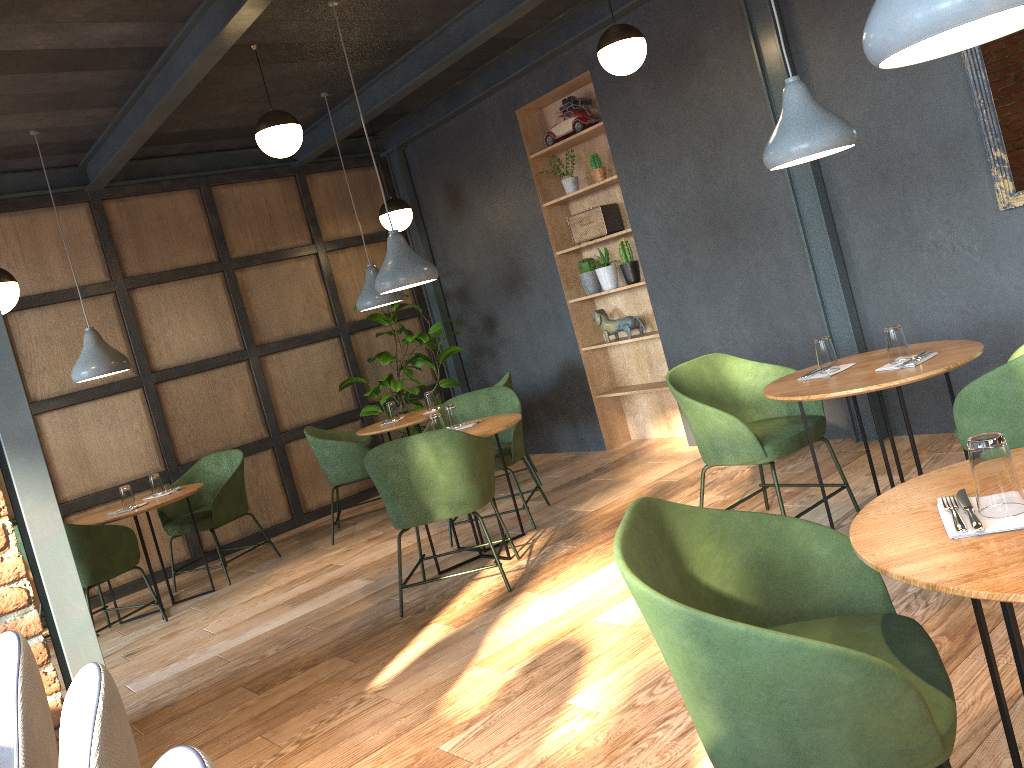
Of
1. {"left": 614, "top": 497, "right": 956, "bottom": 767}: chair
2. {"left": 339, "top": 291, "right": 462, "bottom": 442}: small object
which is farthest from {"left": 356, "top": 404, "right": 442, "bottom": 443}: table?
{"left": 614, "top": 497, "right": 956, "bottom": 767}: chair

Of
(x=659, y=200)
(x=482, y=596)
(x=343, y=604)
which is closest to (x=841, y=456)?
(x=659, y=200)

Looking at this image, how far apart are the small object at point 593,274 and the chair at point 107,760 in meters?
5.4 m

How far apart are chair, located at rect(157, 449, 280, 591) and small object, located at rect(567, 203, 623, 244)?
2.9 meters

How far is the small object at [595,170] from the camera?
6.32m

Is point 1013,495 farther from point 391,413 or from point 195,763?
point 391,413

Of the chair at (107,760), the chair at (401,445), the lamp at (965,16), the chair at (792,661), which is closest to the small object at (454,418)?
the chair at (401,445)

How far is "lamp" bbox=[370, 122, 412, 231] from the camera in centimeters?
696cm

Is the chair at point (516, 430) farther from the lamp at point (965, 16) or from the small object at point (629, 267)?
the lamp at point (965, 16)

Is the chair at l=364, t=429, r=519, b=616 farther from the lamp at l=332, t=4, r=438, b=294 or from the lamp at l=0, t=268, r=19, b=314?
the lamp at l=0, t=268, r=19, b=314
